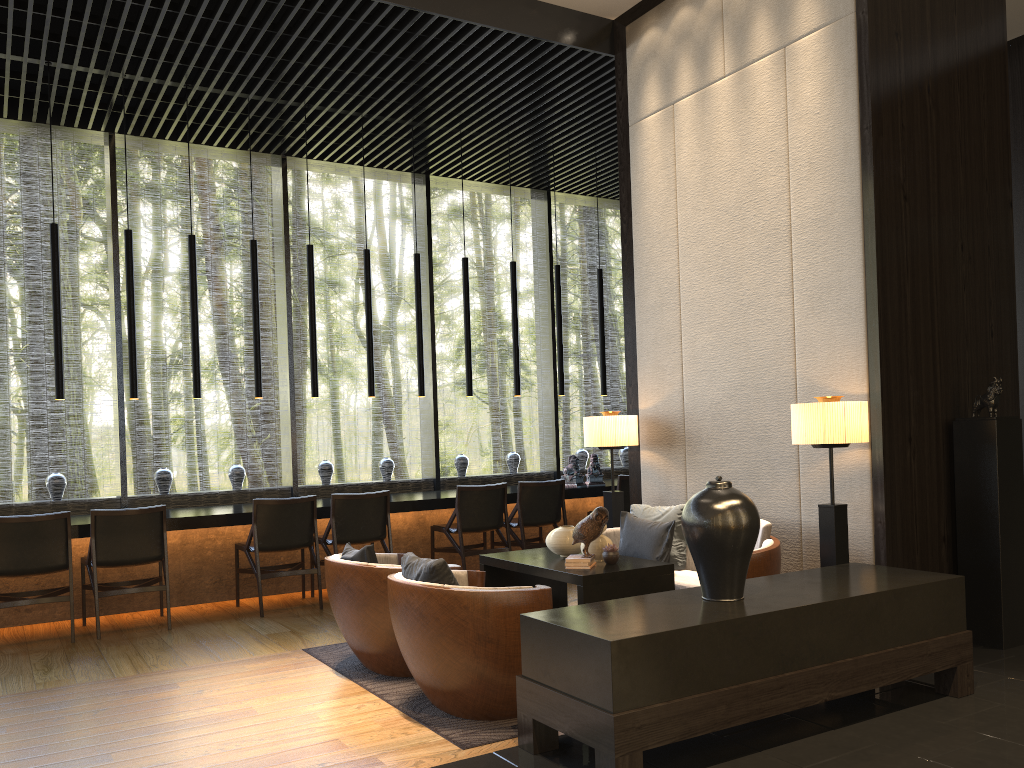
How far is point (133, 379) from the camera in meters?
6.6

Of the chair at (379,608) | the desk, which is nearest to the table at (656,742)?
the chair at (379,608)

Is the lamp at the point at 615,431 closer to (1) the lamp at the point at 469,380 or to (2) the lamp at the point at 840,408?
(2) the lamp at the point at 840,408

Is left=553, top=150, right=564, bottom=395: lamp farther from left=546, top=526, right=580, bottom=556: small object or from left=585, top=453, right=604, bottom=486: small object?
left=546, top=526, right=580, bottom=556: small object

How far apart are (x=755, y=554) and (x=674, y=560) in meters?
0.9

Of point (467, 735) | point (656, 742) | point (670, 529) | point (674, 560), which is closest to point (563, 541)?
point (670, 529)

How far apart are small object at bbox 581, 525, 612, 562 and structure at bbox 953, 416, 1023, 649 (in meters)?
1.91

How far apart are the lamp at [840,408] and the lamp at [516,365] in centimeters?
401cm

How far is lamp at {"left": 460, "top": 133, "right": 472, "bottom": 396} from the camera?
8.0m

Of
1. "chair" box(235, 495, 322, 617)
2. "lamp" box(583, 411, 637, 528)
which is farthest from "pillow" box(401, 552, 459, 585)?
"chair" box(235, 495, 322, 617)
